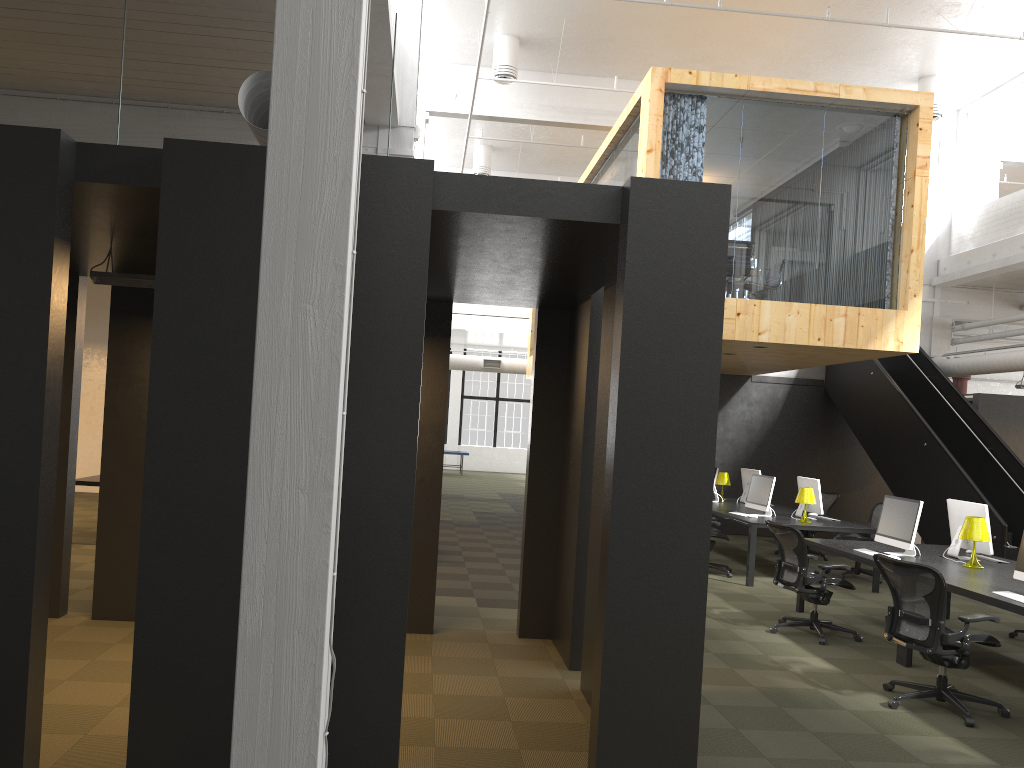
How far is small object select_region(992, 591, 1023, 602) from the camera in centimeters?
599cm

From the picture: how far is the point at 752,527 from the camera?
10.4 meters

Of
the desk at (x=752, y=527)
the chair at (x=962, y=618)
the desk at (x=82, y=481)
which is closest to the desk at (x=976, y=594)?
the chair at (x=962, y=618)

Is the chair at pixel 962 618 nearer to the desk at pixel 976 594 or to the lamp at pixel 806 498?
the desk at pixel 976 594

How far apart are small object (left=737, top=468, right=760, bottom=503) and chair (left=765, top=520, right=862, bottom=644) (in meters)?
5.29

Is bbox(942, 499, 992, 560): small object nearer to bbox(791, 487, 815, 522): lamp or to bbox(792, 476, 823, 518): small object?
bbox(791, 487, 815, 522): lamp

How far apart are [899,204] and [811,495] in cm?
376

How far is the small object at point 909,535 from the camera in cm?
788

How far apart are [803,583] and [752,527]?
2.7 meters

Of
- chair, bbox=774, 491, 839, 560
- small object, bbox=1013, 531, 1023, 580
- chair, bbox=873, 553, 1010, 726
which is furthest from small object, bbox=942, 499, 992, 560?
chair, bbox=774, 491, 839, 560
